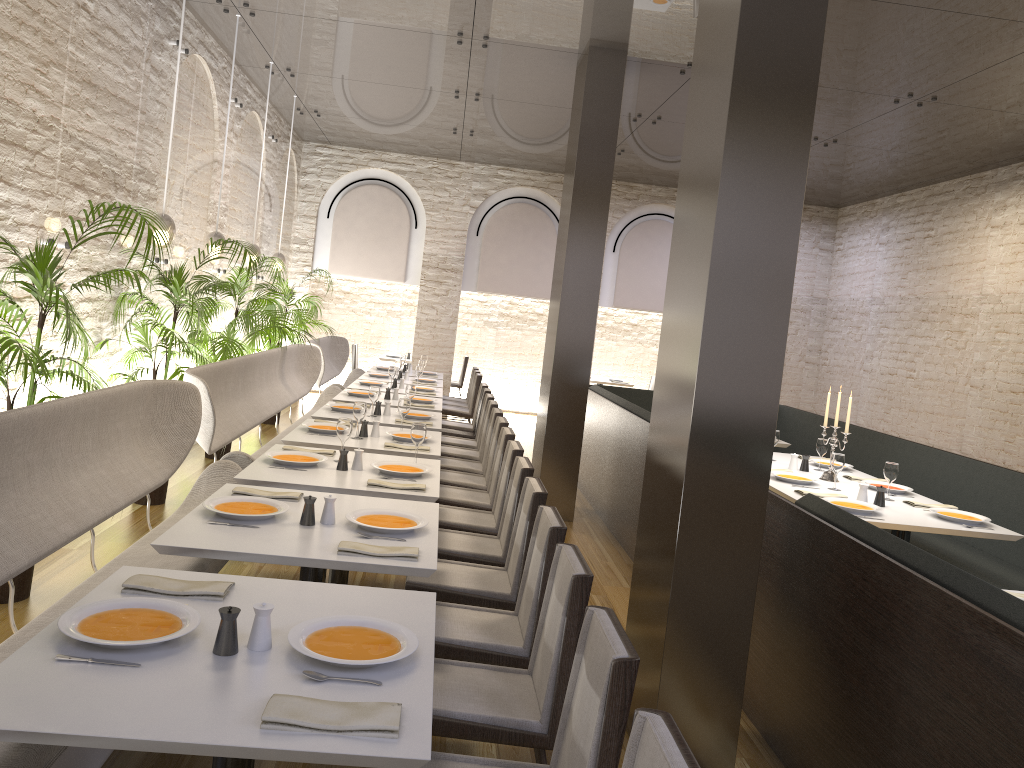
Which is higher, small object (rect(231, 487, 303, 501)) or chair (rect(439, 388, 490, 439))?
small object (rect(231, 487, 303, 501))

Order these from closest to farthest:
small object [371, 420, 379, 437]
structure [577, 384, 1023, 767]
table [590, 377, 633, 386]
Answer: structure [577, 384, 1023, 767] → small object [371, 420, 379, 437] → table [590, 377, 633, 386]

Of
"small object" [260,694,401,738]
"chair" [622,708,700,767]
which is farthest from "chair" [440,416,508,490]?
"chair" [622,708,700,767]

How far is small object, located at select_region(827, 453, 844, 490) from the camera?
5.60m

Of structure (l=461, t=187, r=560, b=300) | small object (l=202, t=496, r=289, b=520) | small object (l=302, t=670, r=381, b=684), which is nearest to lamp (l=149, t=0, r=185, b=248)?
small object (l=202, t=496, r=289, b=520)

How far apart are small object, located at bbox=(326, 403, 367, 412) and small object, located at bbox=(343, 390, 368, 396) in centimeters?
95cm

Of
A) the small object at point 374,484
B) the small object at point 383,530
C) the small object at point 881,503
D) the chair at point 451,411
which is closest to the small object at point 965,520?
the small object at point 881,503

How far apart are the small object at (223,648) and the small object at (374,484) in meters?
2.0 m

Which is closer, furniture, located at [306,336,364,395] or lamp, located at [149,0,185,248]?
lamp, located at [149,0,185,248]

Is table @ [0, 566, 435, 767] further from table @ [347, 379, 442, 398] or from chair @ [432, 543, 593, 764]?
table @ [347, 379, 442, 398]
